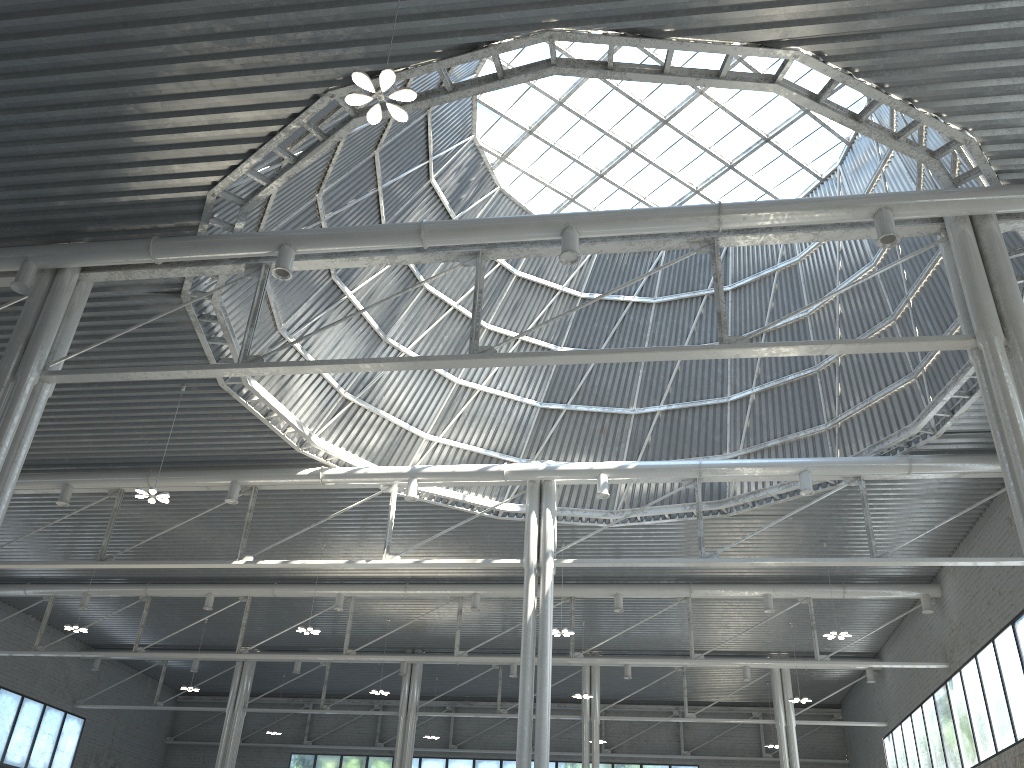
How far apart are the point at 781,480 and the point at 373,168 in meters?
17.7
